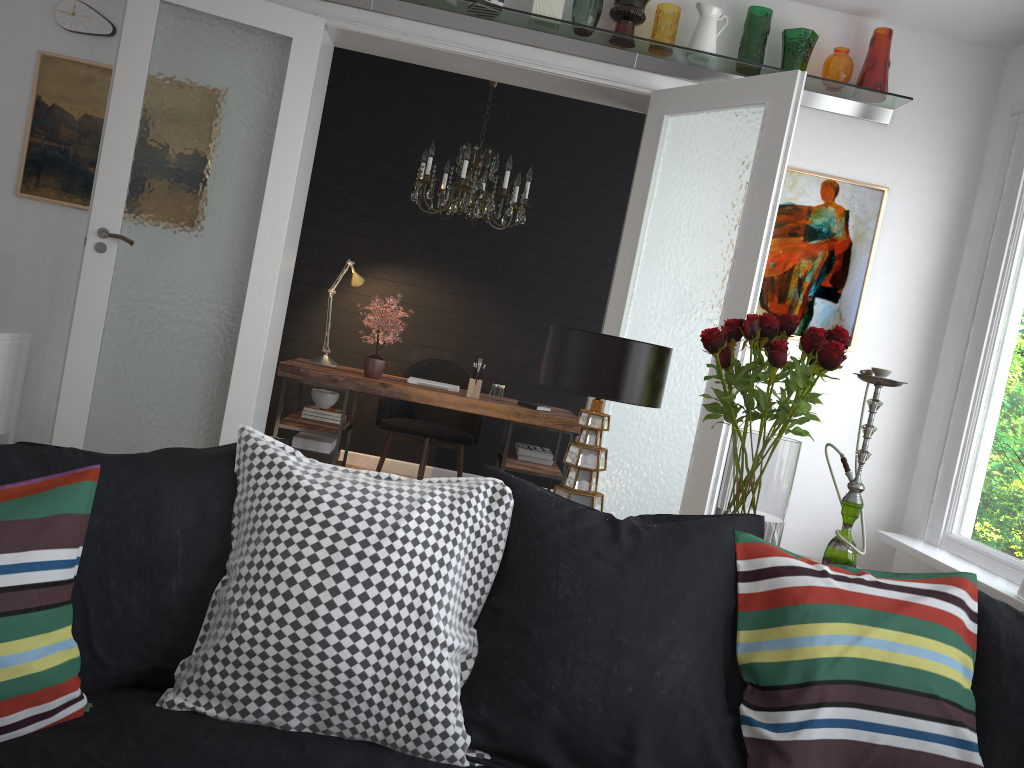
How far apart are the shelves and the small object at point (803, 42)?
0.1 meters

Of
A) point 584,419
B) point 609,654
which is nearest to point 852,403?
point 584,419

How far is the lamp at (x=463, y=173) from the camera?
5.08m

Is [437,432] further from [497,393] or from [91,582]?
[91,582]

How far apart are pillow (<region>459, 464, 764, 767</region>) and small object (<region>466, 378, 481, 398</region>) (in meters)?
3.51

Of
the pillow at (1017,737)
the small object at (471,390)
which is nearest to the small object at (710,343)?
the pillow at (1017,737)

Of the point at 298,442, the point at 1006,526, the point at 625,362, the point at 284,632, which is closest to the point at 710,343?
the point at 625,362

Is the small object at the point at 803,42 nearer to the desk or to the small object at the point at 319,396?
the desk

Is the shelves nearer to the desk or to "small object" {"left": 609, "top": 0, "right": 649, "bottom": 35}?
"small object" {"left": 609, "top": 0, "right": 649, "bottom": 35}

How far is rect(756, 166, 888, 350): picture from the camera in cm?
451
